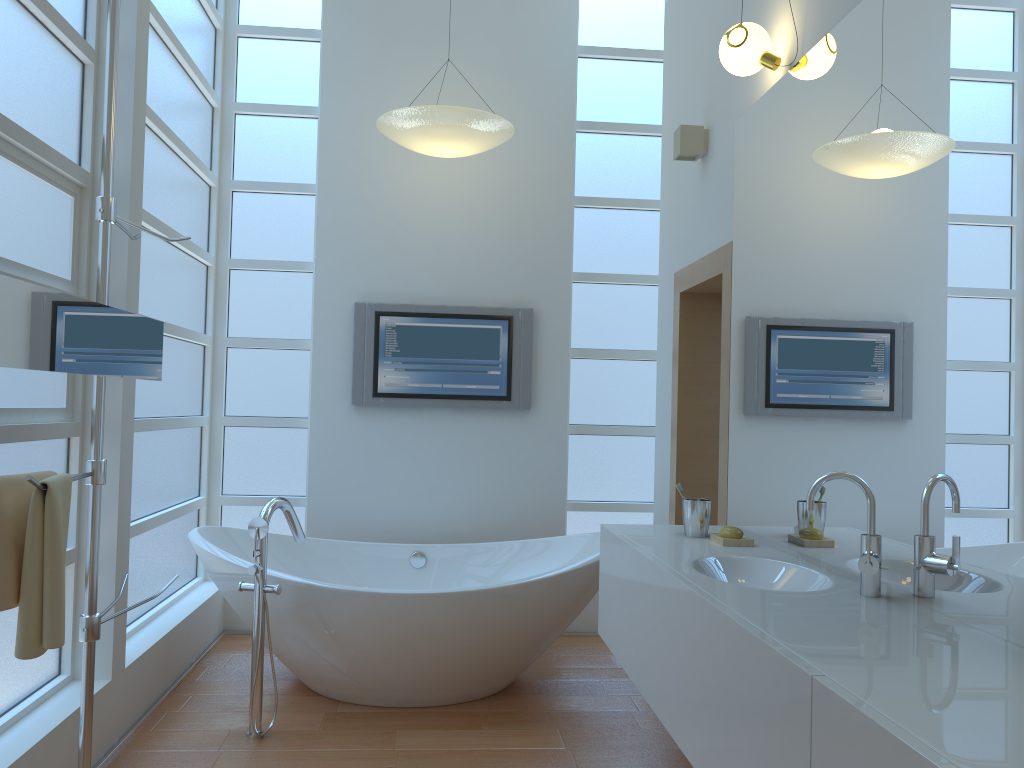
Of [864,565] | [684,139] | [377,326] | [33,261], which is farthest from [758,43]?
[377,326]

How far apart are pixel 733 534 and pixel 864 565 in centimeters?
76cm

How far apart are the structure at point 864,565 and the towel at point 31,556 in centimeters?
160cm

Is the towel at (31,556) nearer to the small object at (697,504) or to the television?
the small object at (697,504)

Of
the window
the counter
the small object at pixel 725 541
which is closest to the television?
the window

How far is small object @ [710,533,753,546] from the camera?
2.6 meters

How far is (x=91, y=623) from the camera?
2.14m

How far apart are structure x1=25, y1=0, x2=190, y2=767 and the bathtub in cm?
83

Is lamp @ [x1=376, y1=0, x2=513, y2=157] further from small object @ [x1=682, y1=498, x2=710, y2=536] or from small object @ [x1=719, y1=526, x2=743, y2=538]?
small object @ [x1=719, y1=526, x2=743, y2=538]

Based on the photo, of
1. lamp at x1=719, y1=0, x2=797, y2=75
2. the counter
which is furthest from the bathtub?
lamp at x1=719, y1=0, x2=797, y2=75
